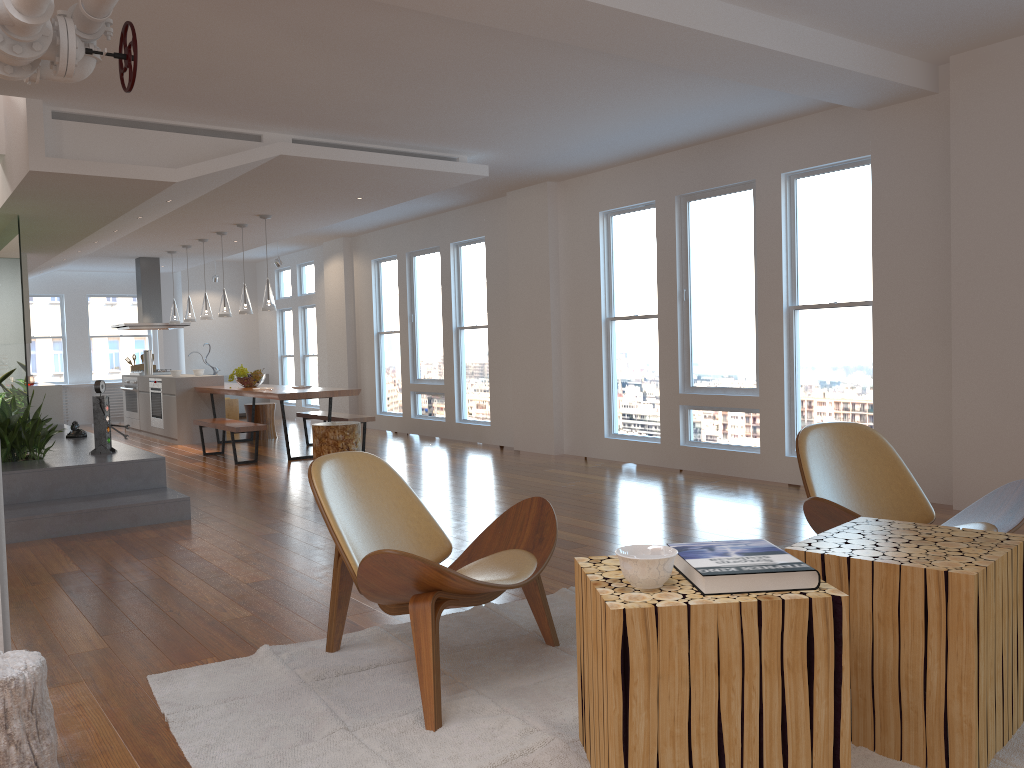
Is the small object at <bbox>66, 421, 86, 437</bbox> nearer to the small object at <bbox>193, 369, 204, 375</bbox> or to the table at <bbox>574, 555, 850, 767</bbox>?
the small object at <bbox>193, 369, 204, 375</bbox>

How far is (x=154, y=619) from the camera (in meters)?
3.72

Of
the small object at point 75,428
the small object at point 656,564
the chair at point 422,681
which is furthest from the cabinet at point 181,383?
the small object at point 656,564

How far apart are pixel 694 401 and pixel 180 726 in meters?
5.5

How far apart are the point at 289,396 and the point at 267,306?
1.1m

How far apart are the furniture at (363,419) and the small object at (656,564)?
7.44m

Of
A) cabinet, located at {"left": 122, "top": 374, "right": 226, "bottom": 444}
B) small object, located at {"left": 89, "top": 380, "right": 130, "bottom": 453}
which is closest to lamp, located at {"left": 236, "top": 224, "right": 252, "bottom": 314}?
cabinet, located at {"left": 122, "top": 374, "right": 226, "bottom": 444}

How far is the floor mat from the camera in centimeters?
240cm

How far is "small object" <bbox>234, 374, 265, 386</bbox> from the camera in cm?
1028

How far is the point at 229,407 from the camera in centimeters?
1314cm
